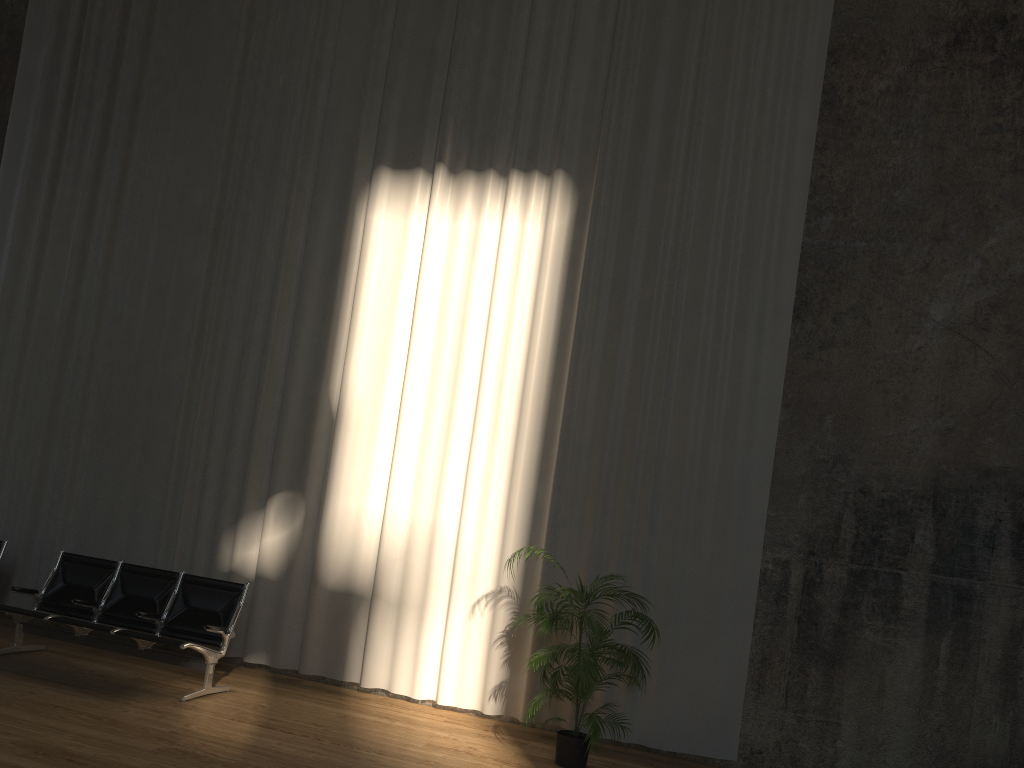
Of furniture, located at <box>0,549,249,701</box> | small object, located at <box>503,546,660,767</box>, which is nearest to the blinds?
small object, located at <box>503,546,660,767</box>

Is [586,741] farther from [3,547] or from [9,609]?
[3,547]

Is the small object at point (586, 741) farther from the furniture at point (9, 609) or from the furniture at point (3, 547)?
the furniture at point (3, 547)

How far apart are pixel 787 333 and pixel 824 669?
2.4m

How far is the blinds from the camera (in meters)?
6.67

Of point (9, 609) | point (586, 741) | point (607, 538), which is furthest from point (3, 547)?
point (586, 741)

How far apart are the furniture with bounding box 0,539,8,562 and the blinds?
0.7m

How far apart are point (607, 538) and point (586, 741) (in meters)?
1.62

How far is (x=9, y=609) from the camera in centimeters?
647cm

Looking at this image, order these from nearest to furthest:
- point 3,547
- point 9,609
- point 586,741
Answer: point 586,741
point 9,609
point 3,547
